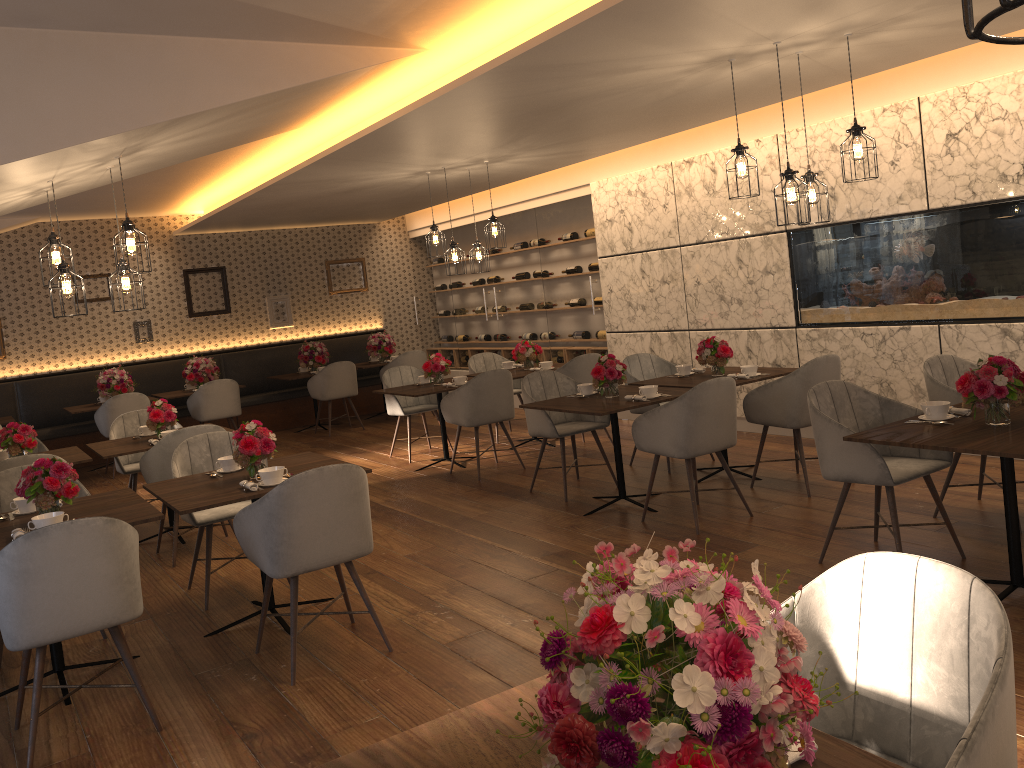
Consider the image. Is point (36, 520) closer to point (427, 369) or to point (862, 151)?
point (862, 151)

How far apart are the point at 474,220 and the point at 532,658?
5.2m

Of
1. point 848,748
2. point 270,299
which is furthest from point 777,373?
point 270,299

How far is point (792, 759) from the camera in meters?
1.4

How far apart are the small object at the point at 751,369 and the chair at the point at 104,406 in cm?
643

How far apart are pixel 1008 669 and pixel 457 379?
6.3 meters

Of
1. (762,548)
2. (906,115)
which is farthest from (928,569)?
(906,115)

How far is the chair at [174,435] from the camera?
5.59m

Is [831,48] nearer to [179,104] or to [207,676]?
[179,104]

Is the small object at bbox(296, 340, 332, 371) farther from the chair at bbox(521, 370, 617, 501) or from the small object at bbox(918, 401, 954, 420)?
the small object at bbox(918, 401, 954, 420)
